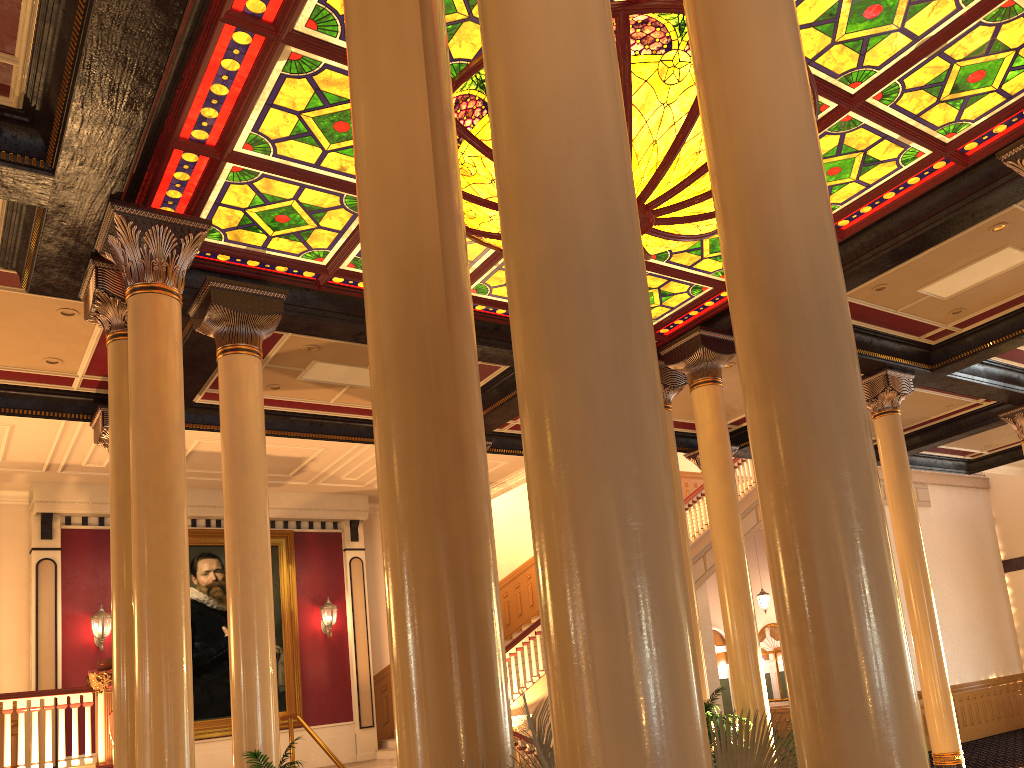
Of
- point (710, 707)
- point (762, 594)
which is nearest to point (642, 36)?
point (710, 707)

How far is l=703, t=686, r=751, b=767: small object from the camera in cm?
809

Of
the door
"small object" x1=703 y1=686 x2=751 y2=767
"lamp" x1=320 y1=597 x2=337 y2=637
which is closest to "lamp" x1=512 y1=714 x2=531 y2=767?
"small object" x1=703 y1=686 x2=751 y2=767

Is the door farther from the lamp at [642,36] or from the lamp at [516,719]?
the lamp at [642,36]

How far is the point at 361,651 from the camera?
15.45m

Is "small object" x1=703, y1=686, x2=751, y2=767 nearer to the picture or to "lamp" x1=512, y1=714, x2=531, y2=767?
"lamp" x1=512, y1=714, x2=531, y2=767

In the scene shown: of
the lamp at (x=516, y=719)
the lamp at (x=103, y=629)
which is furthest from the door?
the lamp at (x=103, y=629)

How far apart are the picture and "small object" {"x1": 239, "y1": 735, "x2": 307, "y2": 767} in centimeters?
886cm

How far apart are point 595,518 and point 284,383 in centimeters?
923cm

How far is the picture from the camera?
13.9m
